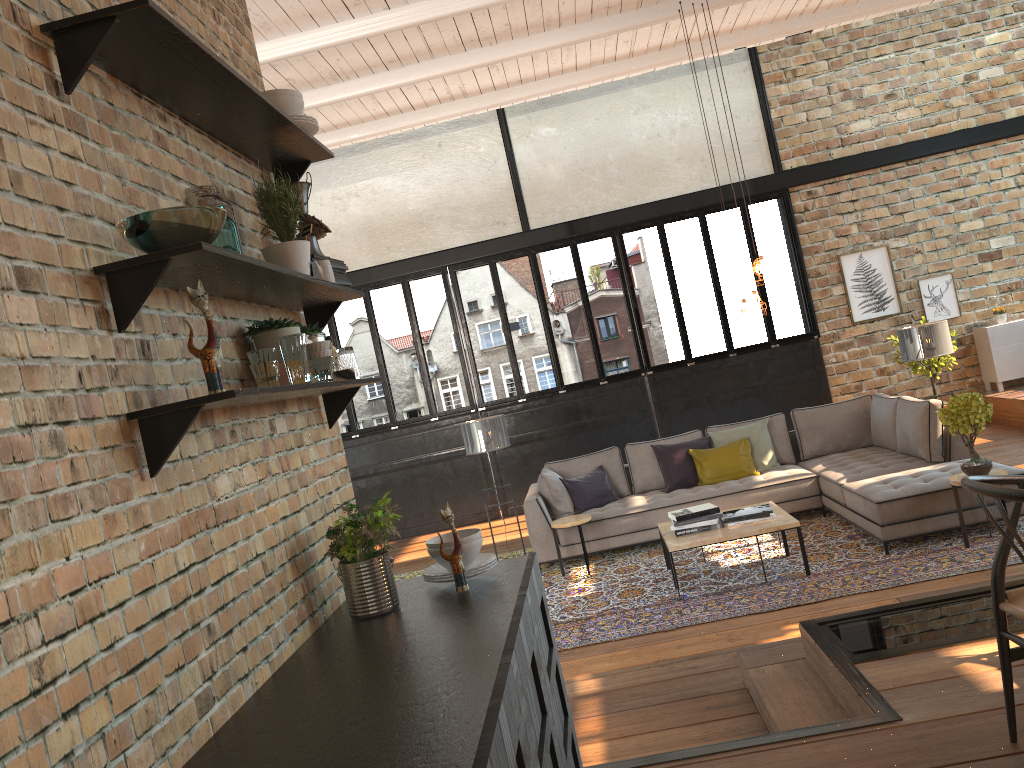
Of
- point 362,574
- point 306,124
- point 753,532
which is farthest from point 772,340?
point 362,574

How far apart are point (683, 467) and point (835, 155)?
5.2 meters

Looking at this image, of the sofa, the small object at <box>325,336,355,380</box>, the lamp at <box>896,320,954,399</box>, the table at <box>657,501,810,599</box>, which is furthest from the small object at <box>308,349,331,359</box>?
the lamp at <box>896,320,954,399</box>

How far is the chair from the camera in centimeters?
243cm

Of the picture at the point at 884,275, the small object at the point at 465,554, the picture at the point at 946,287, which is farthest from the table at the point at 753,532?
the picture at the point at 946,287

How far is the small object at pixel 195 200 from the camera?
2.3m

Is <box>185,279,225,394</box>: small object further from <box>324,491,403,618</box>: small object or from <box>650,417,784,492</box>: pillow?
<box>650,417,784,492</box>: pillow

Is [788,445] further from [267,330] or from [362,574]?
[267,330]

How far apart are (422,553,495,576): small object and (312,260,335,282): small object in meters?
1.0

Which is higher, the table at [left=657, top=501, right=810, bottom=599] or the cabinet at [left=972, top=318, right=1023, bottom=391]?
the cabinet at [left=972, top=318, right=1023, bottom=391]
